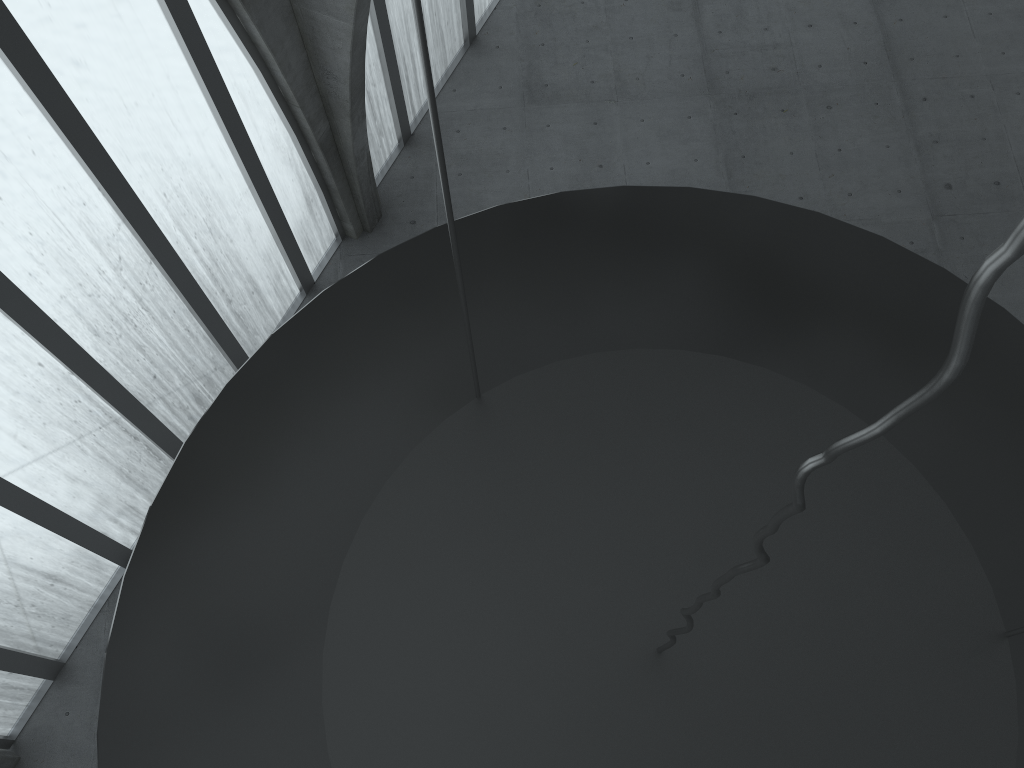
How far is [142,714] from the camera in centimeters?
772cm
